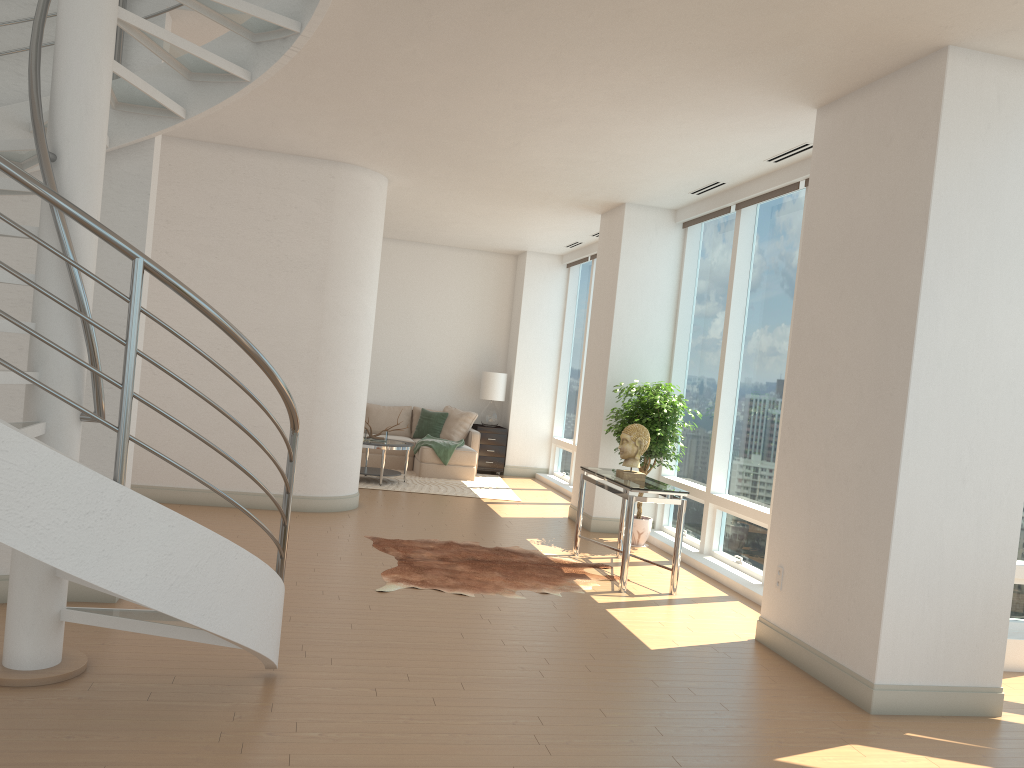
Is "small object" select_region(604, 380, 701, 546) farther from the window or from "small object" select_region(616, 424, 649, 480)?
"small object" select_region(616, 424, 649, 480)

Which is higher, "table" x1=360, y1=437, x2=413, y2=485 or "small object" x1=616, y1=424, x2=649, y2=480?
"small object" x1=616, y1=424, x2=649, y2=480

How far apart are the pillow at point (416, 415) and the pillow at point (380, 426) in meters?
0.1

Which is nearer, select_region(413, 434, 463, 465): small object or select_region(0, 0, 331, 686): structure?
select_region(0, 0, 331, 686): structure

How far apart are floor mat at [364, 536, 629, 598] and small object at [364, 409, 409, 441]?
3.67m

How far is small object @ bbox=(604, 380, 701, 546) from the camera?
8.29m

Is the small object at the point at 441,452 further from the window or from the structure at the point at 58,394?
the structure at the point at 58,394

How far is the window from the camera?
7.38m

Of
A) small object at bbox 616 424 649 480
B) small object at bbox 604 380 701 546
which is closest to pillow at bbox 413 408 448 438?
small object at bbox 604 380 701 546

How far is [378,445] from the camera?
10.77m
